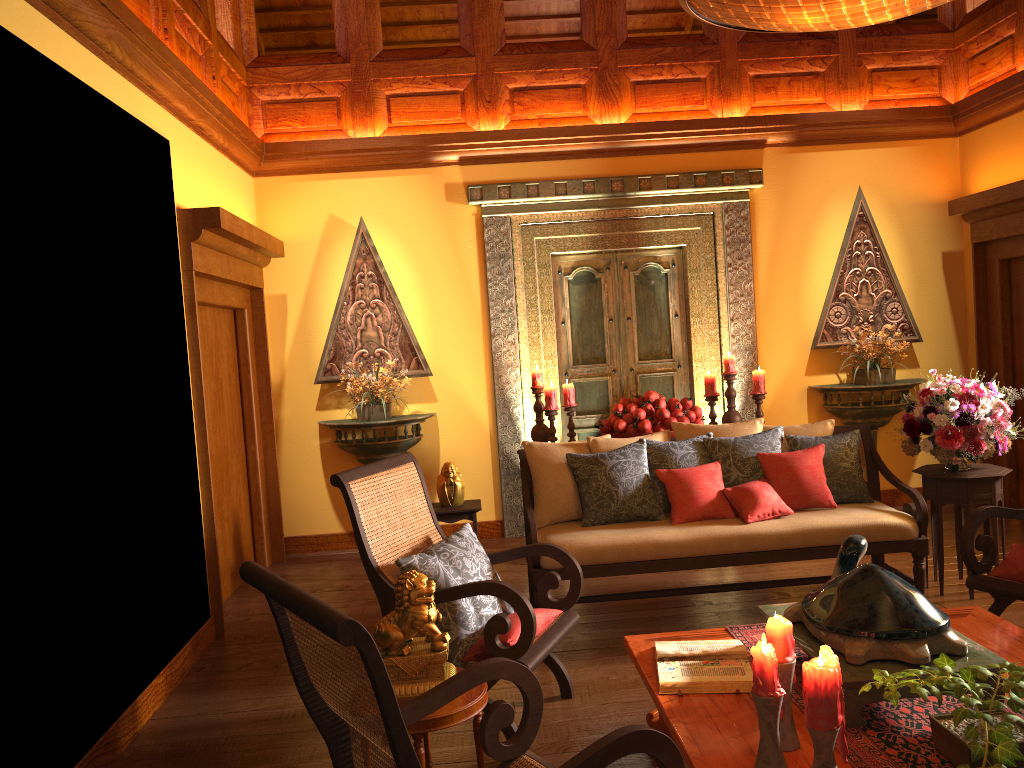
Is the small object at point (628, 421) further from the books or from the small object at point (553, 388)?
the books

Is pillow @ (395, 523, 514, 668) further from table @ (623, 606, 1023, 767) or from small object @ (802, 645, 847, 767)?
small object @ (802, 645, 847, 767)

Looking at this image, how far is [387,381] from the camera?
6.0 meters

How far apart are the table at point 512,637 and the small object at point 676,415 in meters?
2.3

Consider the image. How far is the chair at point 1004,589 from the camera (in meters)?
3.45

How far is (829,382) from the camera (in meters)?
6.49

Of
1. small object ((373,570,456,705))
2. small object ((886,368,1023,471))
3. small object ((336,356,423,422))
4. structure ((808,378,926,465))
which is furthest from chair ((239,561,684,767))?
structure ((808,378,926,465))

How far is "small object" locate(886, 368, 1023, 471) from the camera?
4.3m

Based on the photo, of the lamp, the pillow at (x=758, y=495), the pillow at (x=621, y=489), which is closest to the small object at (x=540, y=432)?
the pillow at (x=621, y=489)

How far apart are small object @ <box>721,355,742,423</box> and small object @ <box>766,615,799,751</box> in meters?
3.6
